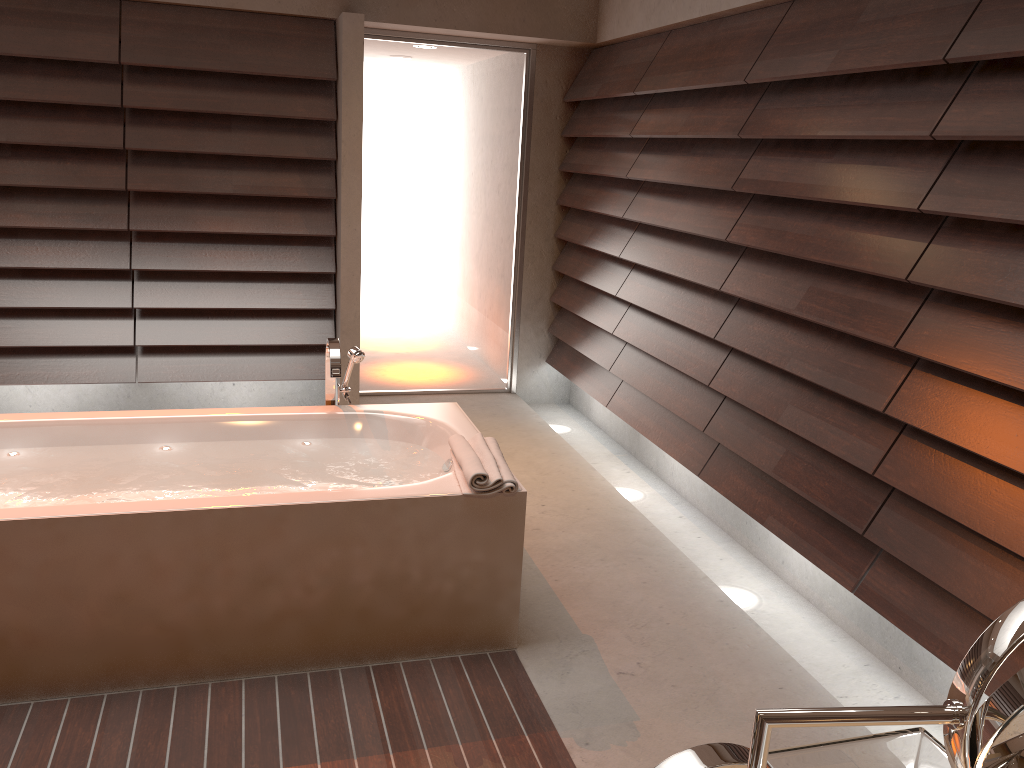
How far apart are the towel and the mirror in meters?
1.9 m

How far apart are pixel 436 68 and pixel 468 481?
3.1 meters

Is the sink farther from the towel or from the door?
the door

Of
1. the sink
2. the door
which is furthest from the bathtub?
the door

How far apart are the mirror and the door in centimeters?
460cm

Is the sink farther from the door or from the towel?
the door

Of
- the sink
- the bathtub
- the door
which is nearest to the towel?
the bathtub

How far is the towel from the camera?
2.44m

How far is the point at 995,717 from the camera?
0.5 meters

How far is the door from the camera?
4.8m
